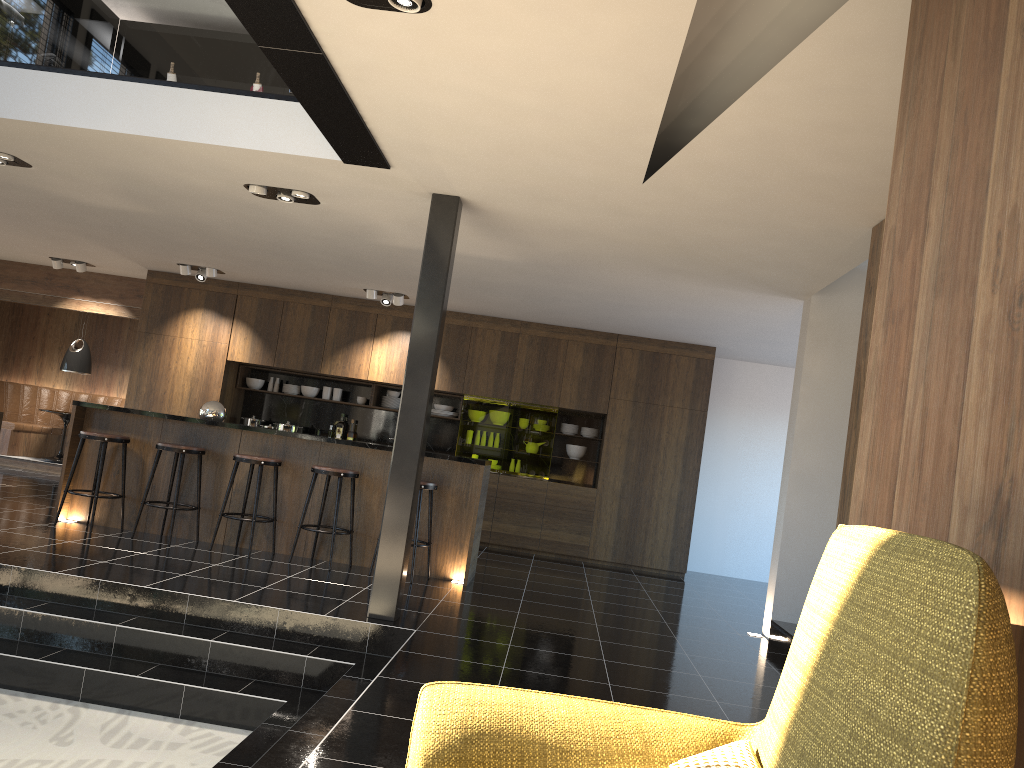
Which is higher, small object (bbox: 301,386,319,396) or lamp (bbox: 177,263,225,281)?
lamp (bbox: 177,263,225,281)

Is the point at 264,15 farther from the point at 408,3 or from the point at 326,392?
the point at 326,392

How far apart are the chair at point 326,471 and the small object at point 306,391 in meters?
4.0 m

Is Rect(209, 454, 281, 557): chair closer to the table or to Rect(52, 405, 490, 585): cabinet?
Rect(52, 405, 490, 585): cabinet

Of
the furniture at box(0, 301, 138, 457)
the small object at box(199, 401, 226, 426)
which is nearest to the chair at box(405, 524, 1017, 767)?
the small object at box(199, 401, 226, 426)

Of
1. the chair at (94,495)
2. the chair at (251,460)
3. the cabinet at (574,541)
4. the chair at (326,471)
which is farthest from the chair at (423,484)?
the cabinet at (574,541)

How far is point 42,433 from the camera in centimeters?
1211cm

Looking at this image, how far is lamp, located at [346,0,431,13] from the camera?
3.2 meters

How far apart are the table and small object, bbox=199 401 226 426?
5.21m

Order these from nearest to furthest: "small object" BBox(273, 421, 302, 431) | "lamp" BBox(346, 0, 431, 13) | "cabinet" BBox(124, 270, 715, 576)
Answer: "lamp" BBox(346, 0, 431, 13) → "cabinet" BBox(124, 270, 715, 576) → "small object" BBox(273, 421, 302, 431)
